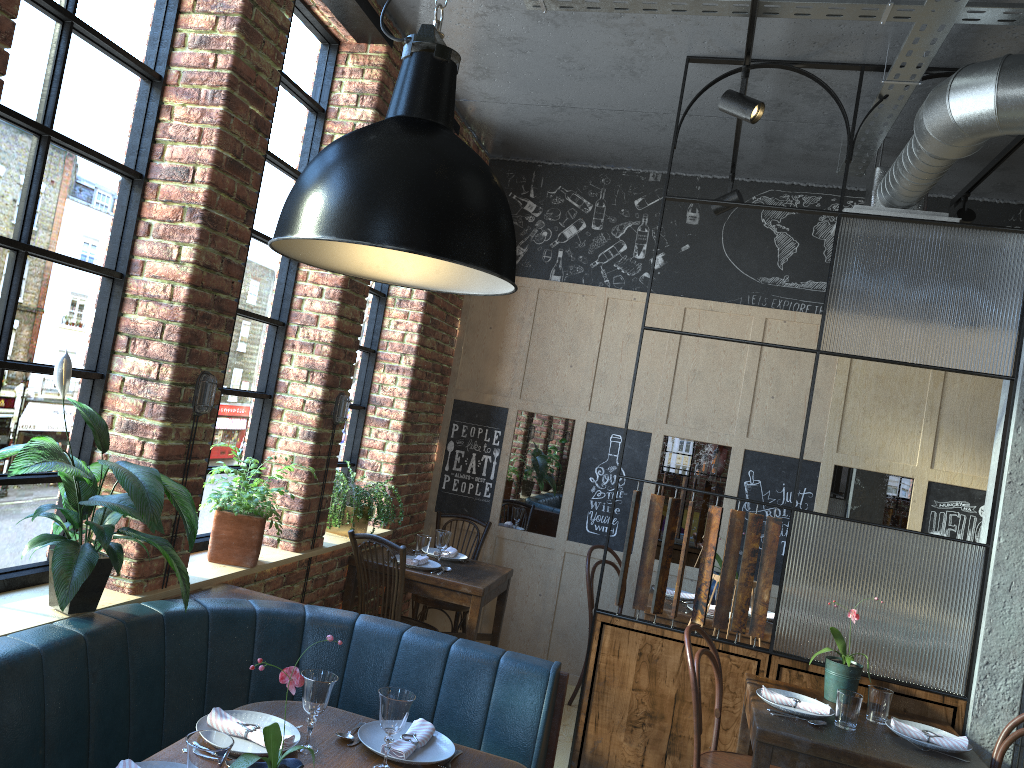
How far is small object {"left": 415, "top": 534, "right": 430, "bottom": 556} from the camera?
5.0m

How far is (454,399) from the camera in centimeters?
594cm

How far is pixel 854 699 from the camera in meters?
3.2

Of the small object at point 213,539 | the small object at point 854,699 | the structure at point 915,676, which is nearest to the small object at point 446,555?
the structure at point 915,676

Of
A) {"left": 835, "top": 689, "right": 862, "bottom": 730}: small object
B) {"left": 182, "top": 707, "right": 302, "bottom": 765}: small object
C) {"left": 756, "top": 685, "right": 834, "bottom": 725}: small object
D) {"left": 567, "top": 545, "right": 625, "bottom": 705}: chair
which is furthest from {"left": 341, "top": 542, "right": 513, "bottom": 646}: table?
{"left": 182, "top": 707, "right": 302, "bottom": 765}: small object

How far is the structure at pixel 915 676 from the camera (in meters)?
3.64

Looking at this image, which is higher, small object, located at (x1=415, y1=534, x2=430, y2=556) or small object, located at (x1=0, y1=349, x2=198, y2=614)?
small object, located at (x1=0, y1=349, x2=198, y2=614)

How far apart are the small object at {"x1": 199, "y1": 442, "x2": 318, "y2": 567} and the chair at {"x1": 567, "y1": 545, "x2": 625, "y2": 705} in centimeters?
226cm

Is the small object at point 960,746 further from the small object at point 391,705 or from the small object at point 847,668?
the small object at point 391,705

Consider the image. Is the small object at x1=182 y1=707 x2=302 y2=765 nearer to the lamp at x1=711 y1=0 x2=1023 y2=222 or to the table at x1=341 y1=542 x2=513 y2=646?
the table at x1=341 y1=542 x2=513 y2=646
